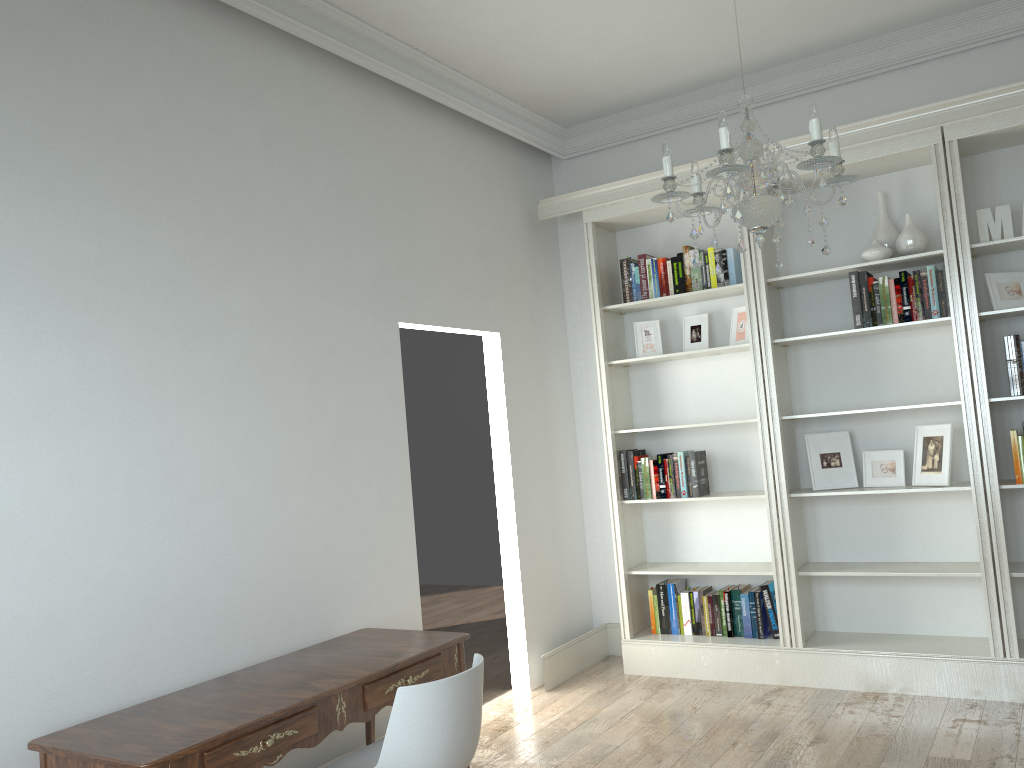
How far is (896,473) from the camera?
4.6 meters

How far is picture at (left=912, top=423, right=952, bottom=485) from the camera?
4.3m

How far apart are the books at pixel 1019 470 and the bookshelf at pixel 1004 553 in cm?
3

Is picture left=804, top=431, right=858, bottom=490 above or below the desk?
above

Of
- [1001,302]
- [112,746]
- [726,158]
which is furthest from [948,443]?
[112,746]

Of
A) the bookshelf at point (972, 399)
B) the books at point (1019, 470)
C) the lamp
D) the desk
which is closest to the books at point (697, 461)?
the bookshelf at point (972, 399)

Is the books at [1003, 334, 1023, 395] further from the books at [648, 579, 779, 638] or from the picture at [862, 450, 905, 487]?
the books at [648, 579, 779, 638]

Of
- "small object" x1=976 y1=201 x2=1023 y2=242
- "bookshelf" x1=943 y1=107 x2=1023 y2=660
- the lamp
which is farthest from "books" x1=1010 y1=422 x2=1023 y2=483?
the lamp

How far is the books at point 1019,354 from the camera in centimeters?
413cm

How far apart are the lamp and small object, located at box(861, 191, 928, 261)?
1.7 meters
